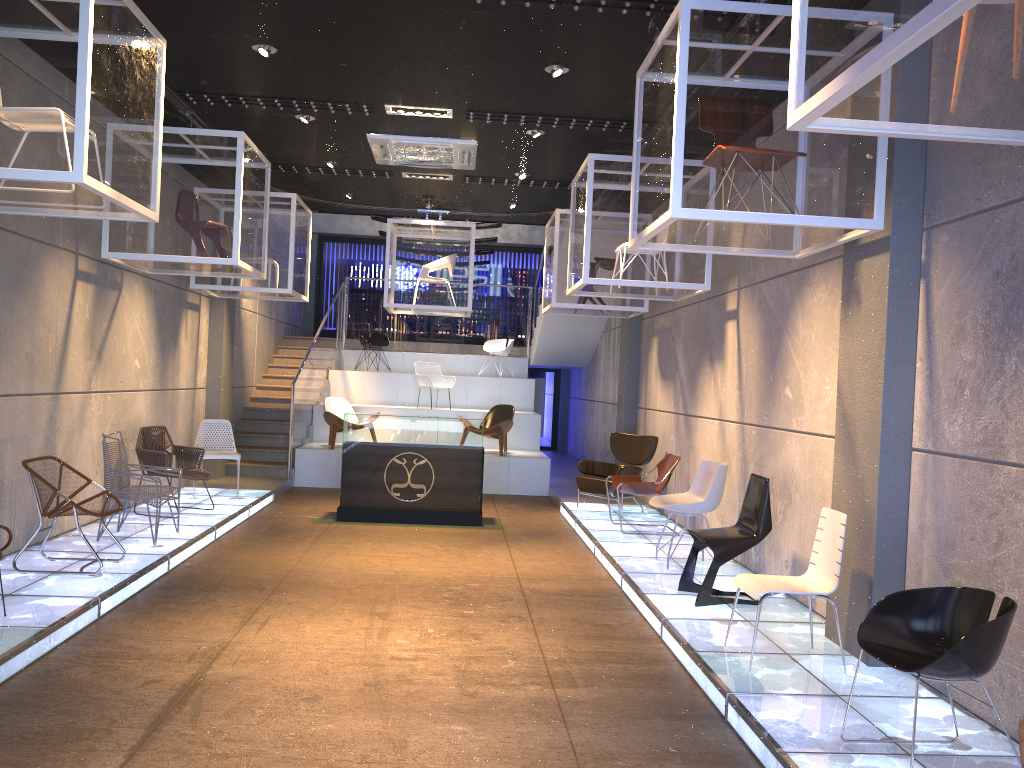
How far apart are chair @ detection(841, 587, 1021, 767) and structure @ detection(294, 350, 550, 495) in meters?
9.2

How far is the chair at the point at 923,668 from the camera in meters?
3.4 m

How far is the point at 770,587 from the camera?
4.91m

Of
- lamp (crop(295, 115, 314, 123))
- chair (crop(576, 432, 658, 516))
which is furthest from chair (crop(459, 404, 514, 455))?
lamp (crop(295, 115, 314, 123))

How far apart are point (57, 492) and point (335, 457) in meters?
6.6

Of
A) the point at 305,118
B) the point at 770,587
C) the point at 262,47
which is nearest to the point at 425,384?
the point at 305,118

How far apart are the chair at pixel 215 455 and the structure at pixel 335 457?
2.27m

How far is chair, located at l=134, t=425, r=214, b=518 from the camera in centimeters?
886cm

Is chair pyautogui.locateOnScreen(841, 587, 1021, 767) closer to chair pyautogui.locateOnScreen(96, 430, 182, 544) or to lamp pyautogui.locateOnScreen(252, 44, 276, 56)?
lamp pyautogui.locateOnScreen(252, 44, 276, 56)

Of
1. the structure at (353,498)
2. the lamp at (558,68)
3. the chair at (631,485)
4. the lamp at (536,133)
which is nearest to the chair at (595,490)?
the chair at (631,485)
